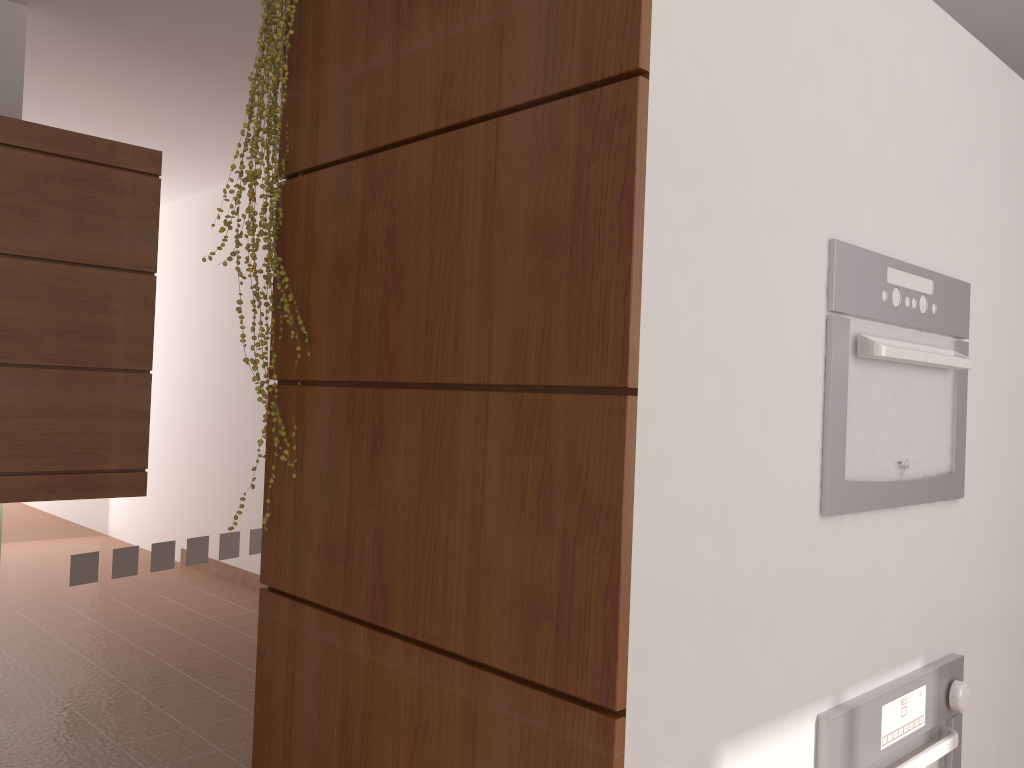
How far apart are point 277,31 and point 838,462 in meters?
1.3 m

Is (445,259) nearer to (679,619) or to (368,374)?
(368,374)

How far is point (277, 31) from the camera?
A: 1.7 meters

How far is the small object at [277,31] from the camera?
1.7m

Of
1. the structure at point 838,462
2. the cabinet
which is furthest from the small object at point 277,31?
the cabinet

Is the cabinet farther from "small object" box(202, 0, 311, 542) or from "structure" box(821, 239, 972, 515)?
"structure" box(821, 239, 972, 515)

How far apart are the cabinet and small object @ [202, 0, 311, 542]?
1.4m

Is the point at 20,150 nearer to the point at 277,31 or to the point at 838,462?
the point at 277,31

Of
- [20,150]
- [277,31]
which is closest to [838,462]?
[277,31]

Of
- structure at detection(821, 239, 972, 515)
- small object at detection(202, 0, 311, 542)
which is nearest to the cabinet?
small object at detection(202, 0, 311, 542)
